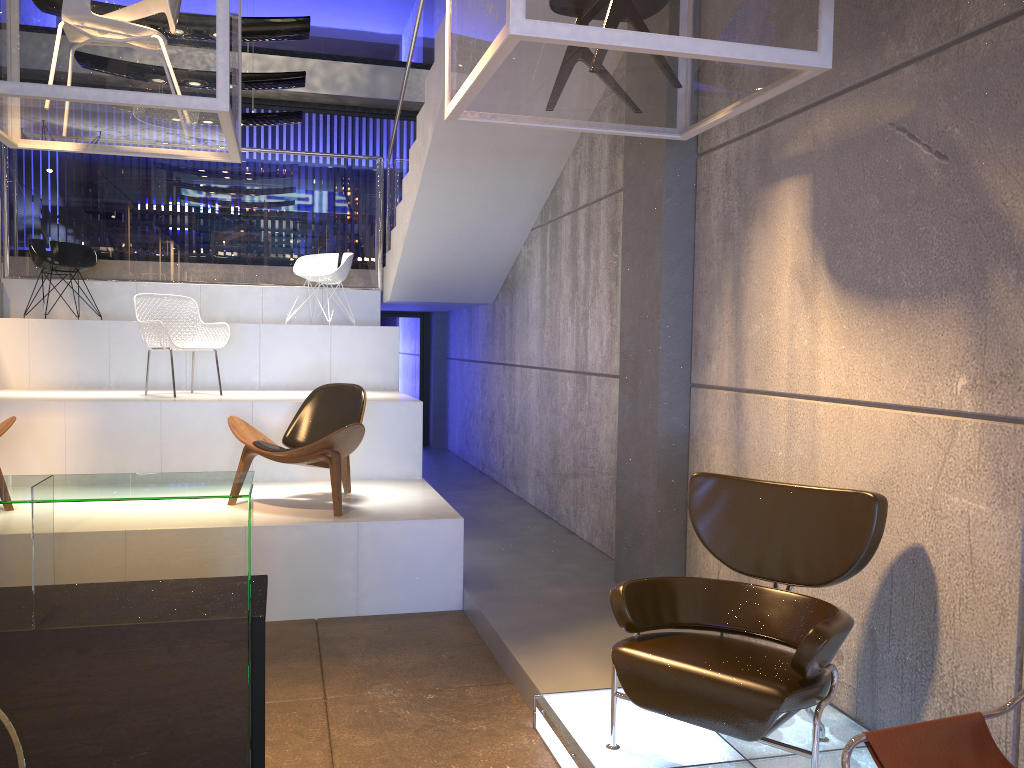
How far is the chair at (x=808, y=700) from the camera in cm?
272

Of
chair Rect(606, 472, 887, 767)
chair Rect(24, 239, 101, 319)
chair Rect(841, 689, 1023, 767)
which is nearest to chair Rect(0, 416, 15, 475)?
chair Rect(24, 239, 101, 319)

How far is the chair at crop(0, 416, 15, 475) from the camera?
5.17m

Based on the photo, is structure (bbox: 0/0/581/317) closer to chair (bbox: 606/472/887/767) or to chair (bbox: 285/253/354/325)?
chair (bbox: 285/253/354/325)

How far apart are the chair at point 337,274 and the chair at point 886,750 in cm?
726

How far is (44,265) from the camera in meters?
8.0

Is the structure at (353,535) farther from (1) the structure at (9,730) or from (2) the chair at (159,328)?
(1) the structure at (9,730)

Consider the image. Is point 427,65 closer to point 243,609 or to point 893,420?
point 893,420

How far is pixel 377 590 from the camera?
5.11m

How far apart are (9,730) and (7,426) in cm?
370
